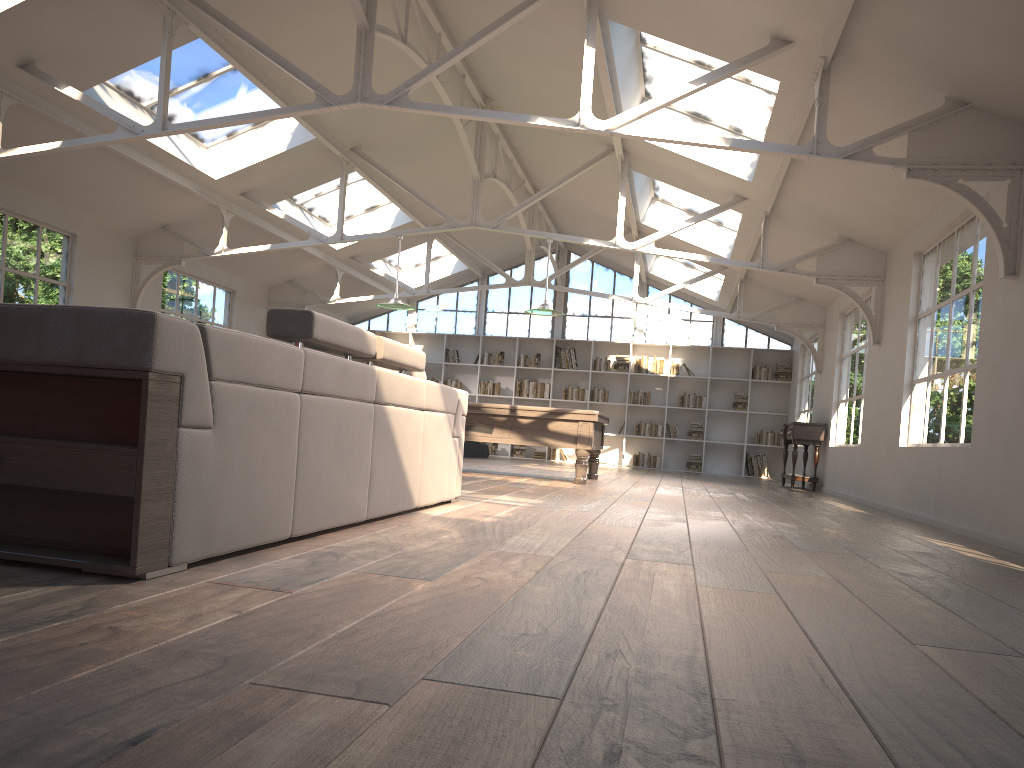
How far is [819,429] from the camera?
Result: 11.91m

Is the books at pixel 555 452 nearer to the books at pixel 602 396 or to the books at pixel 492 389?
the books at pixel 602 396

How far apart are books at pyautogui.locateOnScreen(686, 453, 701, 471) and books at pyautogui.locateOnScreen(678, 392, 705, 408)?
0.97m

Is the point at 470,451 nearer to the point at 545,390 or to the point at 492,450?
the point at 492,450

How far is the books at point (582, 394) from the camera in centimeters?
1685cm

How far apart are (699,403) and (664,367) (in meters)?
0.93

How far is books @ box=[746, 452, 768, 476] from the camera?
16.2m

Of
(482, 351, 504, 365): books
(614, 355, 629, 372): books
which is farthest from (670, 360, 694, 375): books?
(482, 351, 504, 365): books

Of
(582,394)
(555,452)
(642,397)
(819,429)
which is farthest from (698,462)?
(819,429)

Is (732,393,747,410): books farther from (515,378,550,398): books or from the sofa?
the sofa
